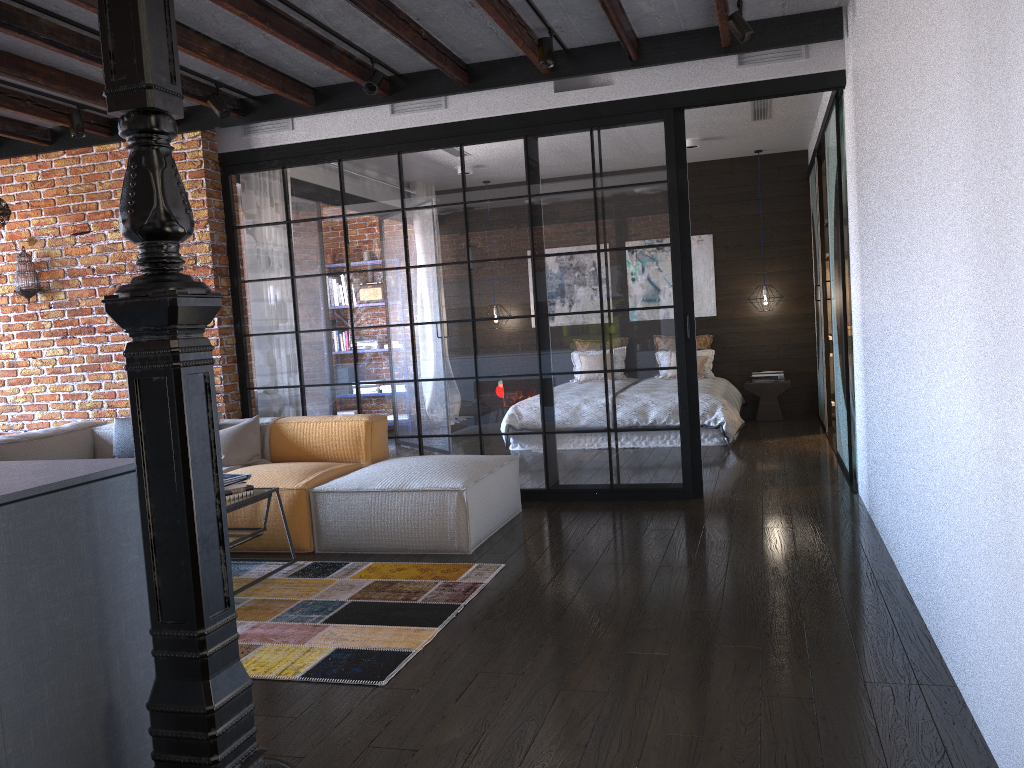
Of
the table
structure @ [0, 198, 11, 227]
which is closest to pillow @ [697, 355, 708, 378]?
the table

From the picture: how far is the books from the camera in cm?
420

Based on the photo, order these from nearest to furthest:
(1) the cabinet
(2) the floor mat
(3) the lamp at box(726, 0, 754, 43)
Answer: (1) the cabinet
(2) the floor mat
(3) the lamp at box(726, 0, 754, 43)

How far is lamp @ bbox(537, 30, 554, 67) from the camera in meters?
4.8

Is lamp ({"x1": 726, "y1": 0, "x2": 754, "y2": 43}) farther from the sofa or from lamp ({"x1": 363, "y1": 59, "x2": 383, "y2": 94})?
the sofa

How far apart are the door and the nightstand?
0.4 meters

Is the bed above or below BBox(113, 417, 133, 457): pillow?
below

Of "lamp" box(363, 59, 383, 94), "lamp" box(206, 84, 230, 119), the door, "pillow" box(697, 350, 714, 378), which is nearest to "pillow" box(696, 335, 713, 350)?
"pillow" box(697, 350, 714, 378)

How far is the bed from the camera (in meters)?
7.50

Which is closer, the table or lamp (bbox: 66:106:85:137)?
the table
